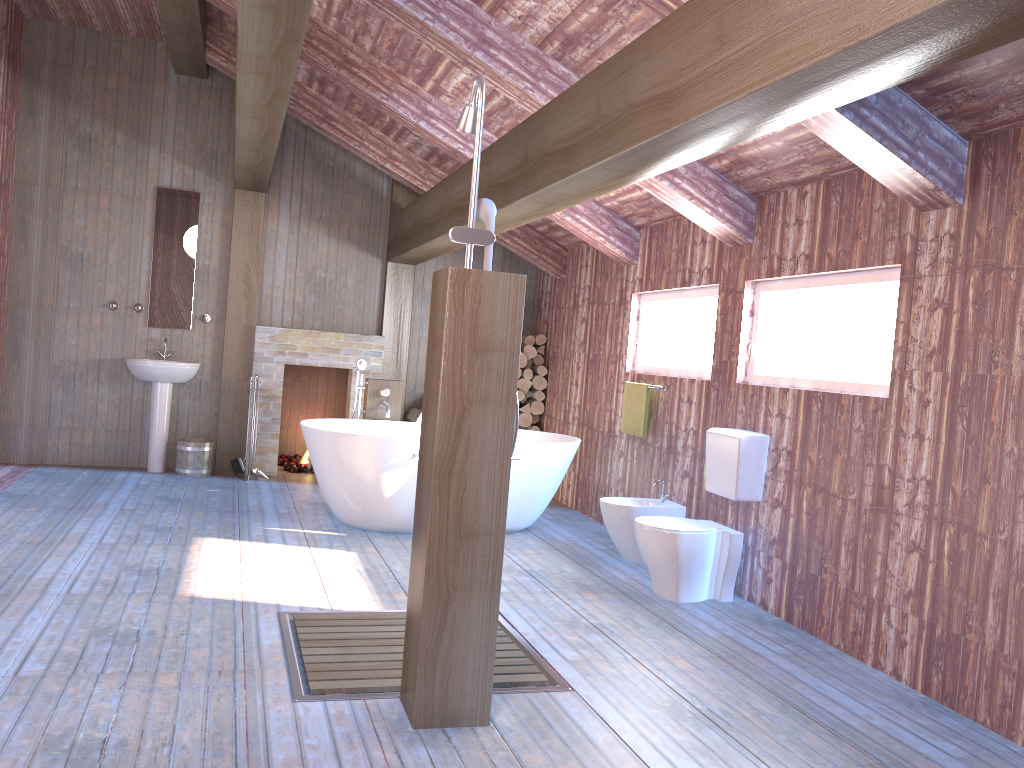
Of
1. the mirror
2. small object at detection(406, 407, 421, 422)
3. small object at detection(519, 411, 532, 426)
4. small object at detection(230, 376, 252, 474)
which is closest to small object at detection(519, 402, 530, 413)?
small object at detection(519, 411, 532, 426)

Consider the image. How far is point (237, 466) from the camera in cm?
747

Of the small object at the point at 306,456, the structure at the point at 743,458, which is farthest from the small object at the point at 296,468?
the structure at the point at 743,458

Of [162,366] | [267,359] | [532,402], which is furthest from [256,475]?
[532,402]

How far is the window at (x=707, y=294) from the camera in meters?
5.6 m

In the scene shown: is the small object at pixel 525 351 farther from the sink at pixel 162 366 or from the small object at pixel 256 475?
the sink at pixel 162 366

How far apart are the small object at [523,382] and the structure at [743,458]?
3.34m

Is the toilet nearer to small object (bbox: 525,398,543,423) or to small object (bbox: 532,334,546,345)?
small object (bbox: 525,398,543,423)

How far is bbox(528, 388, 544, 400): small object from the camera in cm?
816

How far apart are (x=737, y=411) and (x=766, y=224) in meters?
1.1
